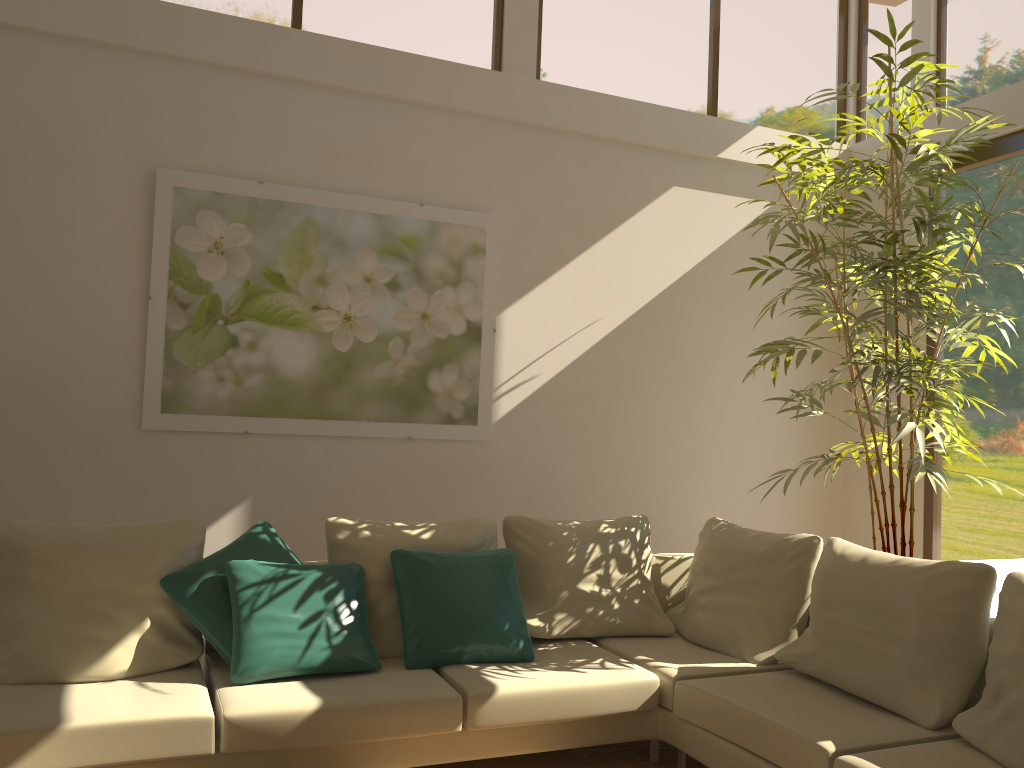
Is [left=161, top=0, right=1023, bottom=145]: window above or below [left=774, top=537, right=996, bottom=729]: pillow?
above

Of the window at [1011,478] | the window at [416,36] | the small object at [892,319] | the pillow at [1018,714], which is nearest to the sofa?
the pillow at [1018,714]

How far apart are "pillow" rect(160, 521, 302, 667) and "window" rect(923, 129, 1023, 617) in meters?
3.8

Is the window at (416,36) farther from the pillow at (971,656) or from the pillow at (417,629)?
the pillow at (971,656)

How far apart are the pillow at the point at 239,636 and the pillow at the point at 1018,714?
2.06m

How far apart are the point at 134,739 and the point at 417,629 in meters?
1.1

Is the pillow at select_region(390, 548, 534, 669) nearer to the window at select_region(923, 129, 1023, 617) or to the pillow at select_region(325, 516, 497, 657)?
the pillow at select_region(325, 516, 497, 657)

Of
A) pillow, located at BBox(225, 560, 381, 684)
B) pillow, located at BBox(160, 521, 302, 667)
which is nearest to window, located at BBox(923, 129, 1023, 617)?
pillow, located at BBox(225, 560, 381, 684)

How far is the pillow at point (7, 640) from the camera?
3.2 meters

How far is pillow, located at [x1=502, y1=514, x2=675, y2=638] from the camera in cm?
408
